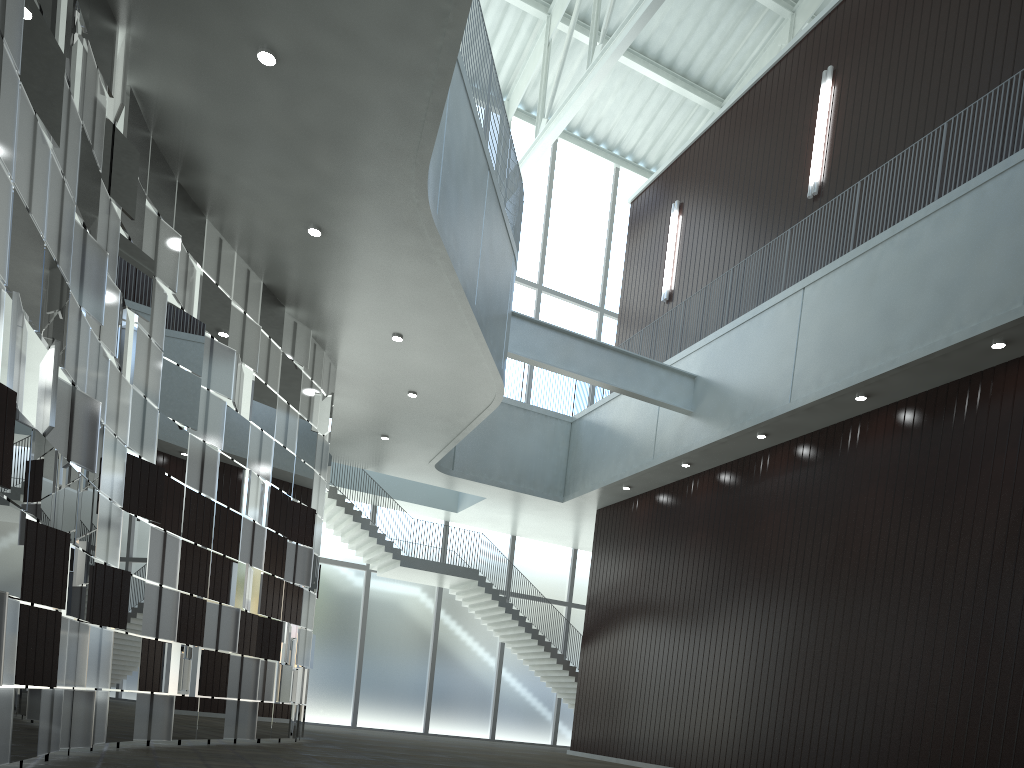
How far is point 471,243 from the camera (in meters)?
45.46

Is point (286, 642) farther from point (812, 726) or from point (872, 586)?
point (872, 586)

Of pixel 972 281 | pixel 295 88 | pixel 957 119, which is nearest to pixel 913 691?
pixel 972 281
